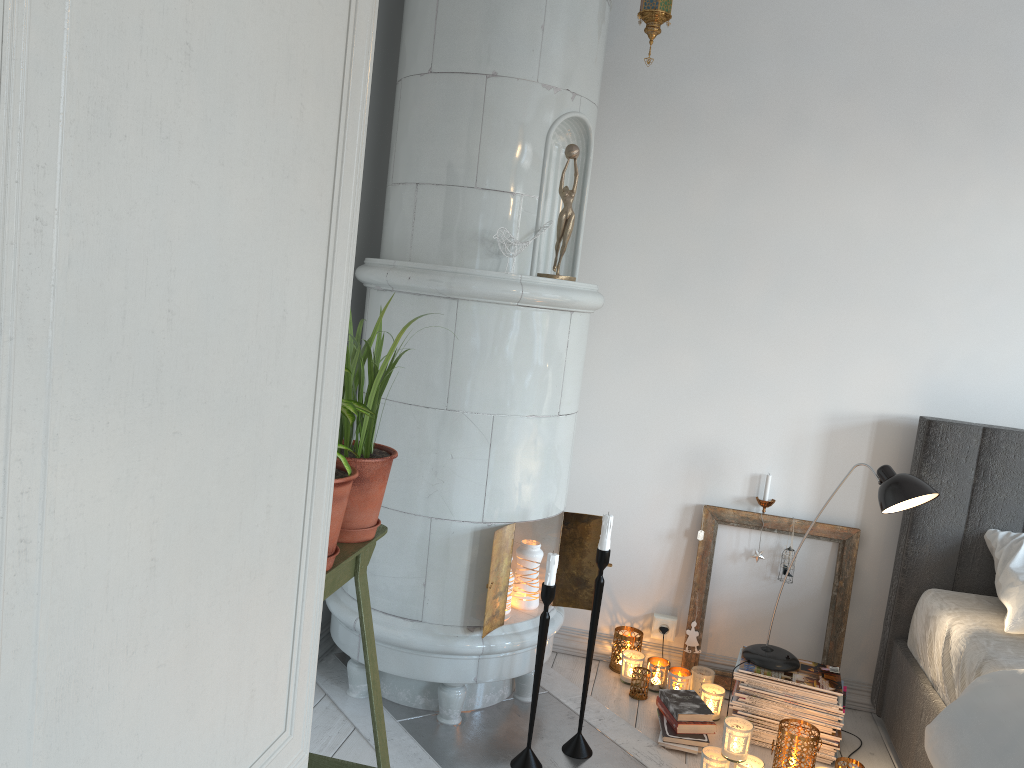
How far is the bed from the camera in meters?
2.0 m

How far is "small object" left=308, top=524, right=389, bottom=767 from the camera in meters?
1.7 m

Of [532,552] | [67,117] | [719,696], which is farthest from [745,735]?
[67,117]

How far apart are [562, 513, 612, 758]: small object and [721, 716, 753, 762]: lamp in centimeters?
38cm

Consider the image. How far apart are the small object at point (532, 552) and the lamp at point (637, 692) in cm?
50

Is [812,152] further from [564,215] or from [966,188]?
[564,215]

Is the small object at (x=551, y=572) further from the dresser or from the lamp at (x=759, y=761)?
the dresser

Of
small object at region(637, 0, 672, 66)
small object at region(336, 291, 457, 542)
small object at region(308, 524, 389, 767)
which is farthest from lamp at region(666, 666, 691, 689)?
small object at region(637, 0, 672, 66)

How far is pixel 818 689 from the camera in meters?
2.6 m

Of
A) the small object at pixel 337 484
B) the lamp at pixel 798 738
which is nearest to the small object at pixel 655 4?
the small object at pixel 337 484
